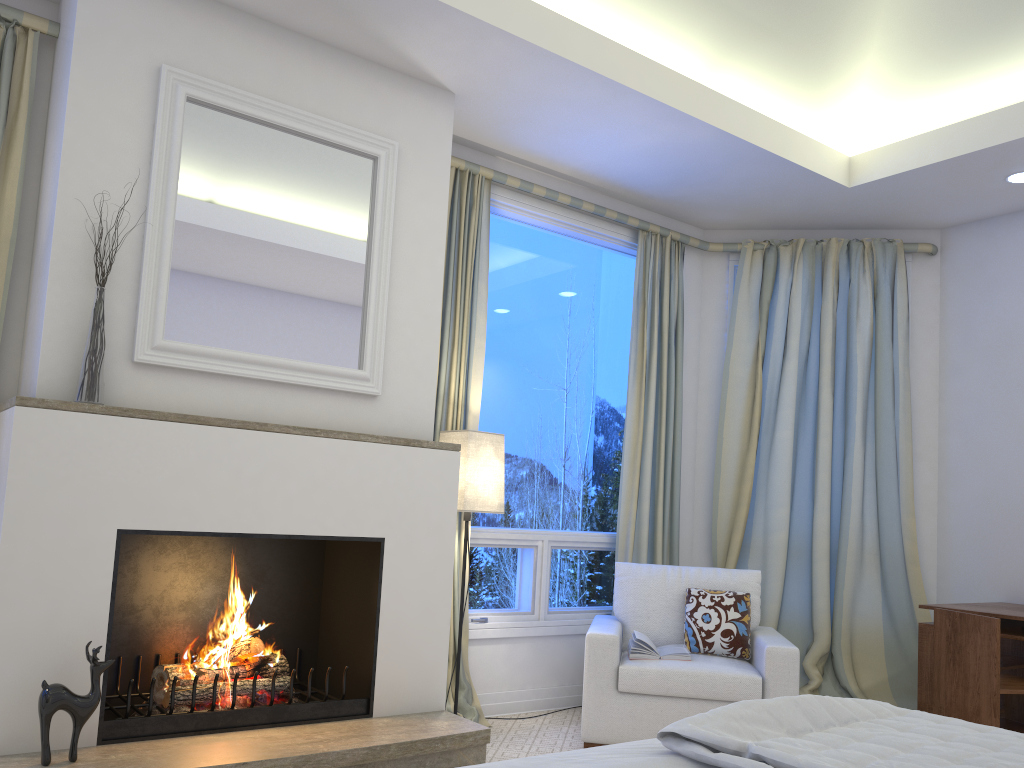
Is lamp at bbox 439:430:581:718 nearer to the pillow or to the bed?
the pillow

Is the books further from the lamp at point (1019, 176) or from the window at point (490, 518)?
the lamp at point (1019, 176)

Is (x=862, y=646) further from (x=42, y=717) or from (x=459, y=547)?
(x=42, y=717)

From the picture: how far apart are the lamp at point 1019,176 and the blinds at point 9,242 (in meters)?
3.96

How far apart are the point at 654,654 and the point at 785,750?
2.1 meters

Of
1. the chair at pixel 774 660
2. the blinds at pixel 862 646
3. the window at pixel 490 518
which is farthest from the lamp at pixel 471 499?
the blinds at pixel 862 646

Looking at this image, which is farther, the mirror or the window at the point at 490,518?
the window at the point at 490,518

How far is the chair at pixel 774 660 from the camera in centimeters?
326cm

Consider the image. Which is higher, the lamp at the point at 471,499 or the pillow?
the lamp at the point at 471,499

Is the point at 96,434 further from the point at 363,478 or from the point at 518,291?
the point at 518,291
